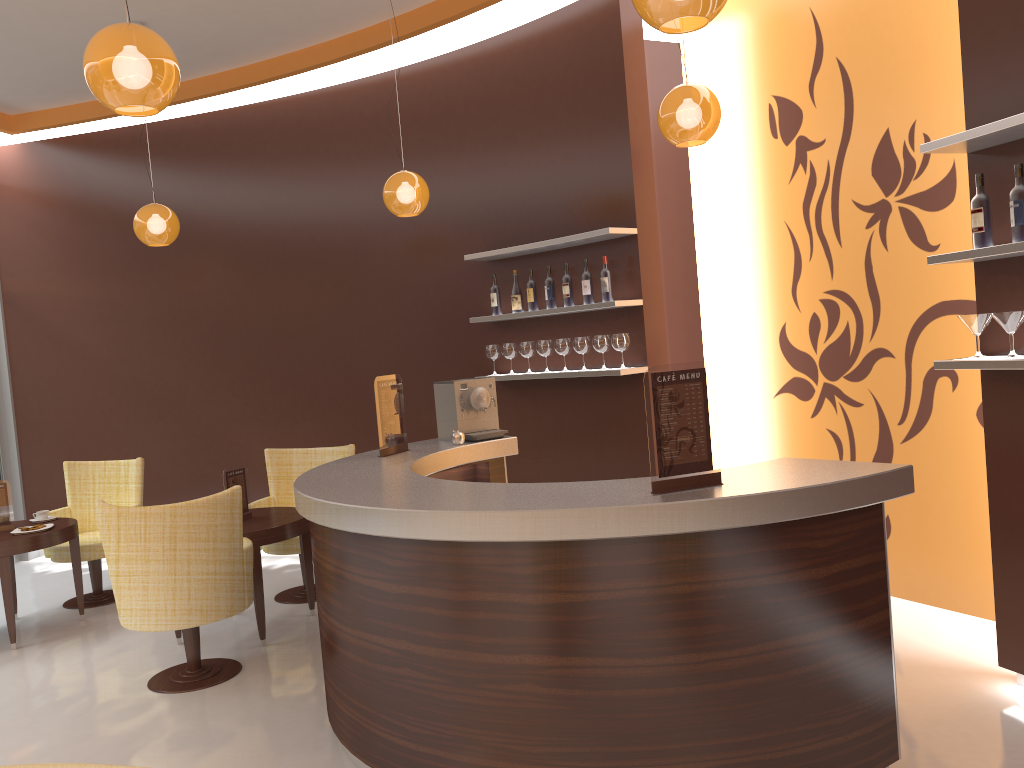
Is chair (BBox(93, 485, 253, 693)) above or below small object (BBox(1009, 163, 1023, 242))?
below

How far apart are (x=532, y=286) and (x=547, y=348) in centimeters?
44cm

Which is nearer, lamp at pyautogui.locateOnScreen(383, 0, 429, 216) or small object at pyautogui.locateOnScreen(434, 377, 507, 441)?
small object at pyautogui.locateOnScreen(434, 377, 507, 441)

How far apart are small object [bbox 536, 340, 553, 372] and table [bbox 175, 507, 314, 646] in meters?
1.9

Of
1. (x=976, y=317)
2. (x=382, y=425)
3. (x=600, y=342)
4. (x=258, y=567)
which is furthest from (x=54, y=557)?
(x=976, y=317)

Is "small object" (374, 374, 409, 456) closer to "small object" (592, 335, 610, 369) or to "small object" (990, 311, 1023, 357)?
"small object" (592, 335, 610, 369)

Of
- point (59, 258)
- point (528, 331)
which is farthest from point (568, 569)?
point (59, 258)

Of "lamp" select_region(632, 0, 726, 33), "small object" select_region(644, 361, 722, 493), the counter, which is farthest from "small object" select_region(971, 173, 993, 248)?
"lamp" select_region(632, 0, 726, 33)

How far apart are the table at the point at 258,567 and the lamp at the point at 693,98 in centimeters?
304cm

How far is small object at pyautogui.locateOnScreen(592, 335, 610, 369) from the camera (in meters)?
5.64
